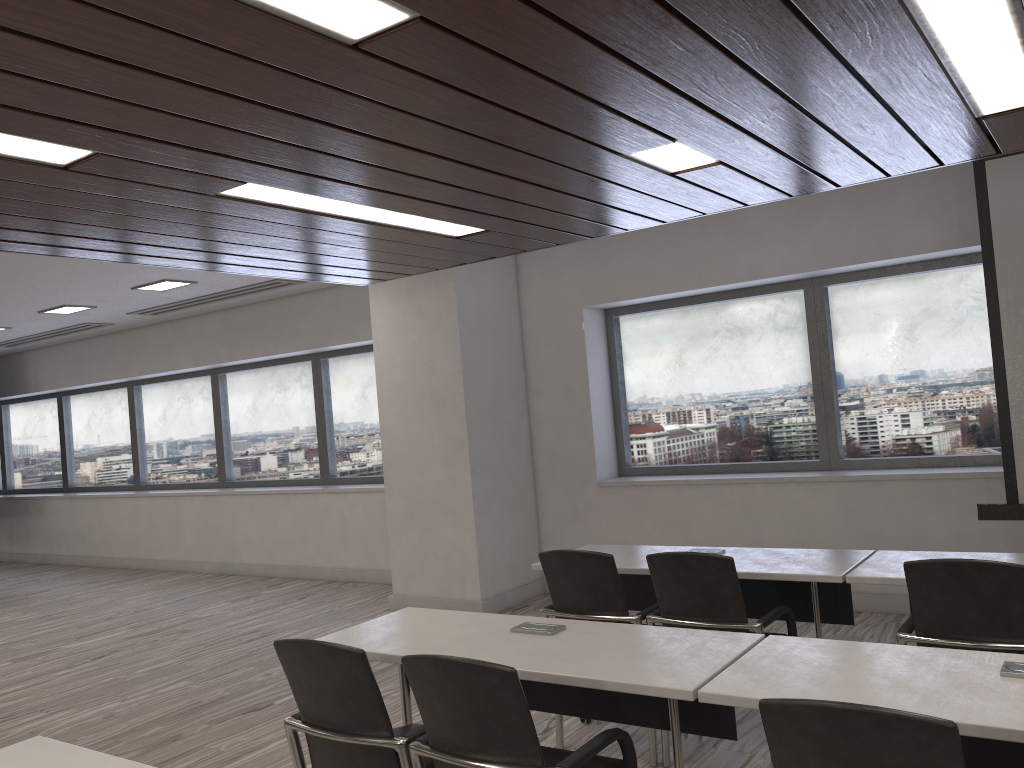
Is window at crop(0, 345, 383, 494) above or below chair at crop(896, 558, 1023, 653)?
above

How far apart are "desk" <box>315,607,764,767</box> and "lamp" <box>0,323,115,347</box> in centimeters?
809cm

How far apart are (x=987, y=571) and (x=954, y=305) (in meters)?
3.62

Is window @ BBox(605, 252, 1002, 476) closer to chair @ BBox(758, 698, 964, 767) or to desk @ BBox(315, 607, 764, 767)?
desk @ BBox(315, 607, 764, 767)

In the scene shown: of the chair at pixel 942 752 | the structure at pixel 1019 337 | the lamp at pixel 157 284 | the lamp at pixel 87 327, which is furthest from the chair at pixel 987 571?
the lamp at pixel 87 327

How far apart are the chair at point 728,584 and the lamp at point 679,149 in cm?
155

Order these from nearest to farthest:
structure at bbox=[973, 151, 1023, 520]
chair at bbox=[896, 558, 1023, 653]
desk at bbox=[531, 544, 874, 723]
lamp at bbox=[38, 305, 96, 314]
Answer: chair at bbox=[896, 558, 1023, 653]
desk at bbox=[531, 544, 874, 723]
structure at bbox=[973, 151, 1023, 520]
lamp at bbox=[38, 305, 96, 314]

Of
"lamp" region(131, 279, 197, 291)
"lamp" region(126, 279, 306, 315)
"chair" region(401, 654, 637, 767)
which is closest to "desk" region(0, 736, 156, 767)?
"chair" region(401, 654, 637, 767)

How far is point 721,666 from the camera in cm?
252

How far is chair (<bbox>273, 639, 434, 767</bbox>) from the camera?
2.5 meters
